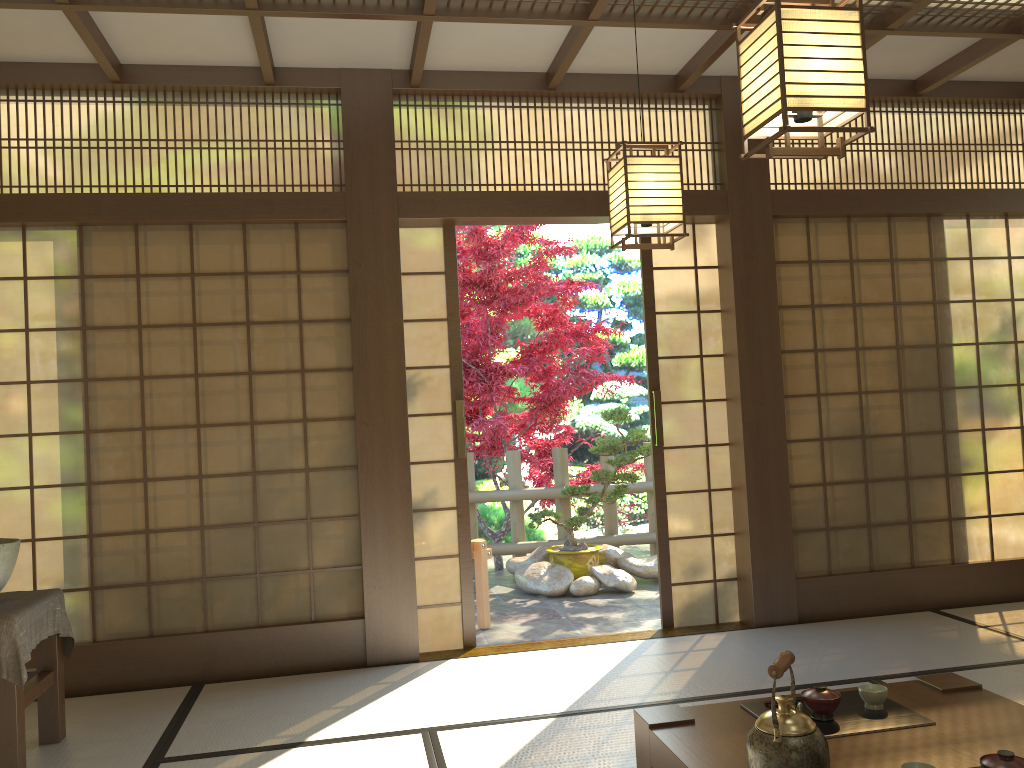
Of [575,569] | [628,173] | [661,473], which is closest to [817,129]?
[628,173]

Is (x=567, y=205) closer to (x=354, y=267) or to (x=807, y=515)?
(x=354, y=267)

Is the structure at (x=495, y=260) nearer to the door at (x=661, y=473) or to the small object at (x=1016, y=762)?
the door at (x=661, y=473)

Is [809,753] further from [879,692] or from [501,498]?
[501,498]

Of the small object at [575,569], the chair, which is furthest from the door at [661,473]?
the small object at [575,569]

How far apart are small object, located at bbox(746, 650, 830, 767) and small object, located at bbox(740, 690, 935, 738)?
0.3m

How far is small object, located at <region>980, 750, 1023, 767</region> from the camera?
1.82m

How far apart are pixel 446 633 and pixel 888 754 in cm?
286

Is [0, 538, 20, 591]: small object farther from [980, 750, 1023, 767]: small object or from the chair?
[980, 750, 1023, 767]: small object

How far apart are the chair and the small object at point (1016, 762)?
3.8 meters
